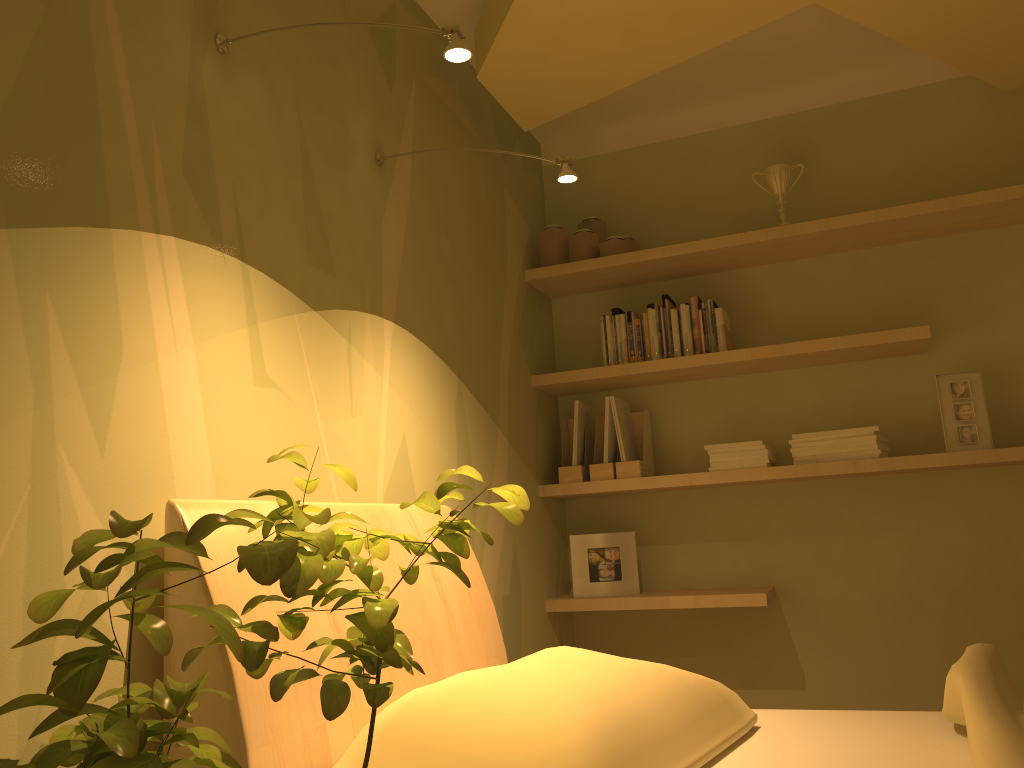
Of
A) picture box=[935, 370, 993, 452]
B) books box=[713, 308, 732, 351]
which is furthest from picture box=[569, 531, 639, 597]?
picture box=[935, 370, 993, 452]

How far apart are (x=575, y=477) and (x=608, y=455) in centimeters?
14cm

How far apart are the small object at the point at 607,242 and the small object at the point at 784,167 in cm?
53

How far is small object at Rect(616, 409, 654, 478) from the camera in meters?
3.1

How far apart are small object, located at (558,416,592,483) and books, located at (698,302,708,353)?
0.6 meters

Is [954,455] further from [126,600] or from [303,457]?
[126,600]

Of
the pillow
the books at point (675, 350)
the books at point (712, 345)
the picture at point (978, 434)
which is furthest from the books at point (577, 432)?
the pillow

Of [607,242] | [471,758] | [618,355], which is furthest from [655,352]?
[471,758]

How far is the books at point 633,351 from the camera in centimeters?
318cm

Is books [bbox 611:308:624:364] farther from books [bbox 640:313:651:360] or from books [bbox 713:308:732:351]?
books [bbox 713:308:732:351]
